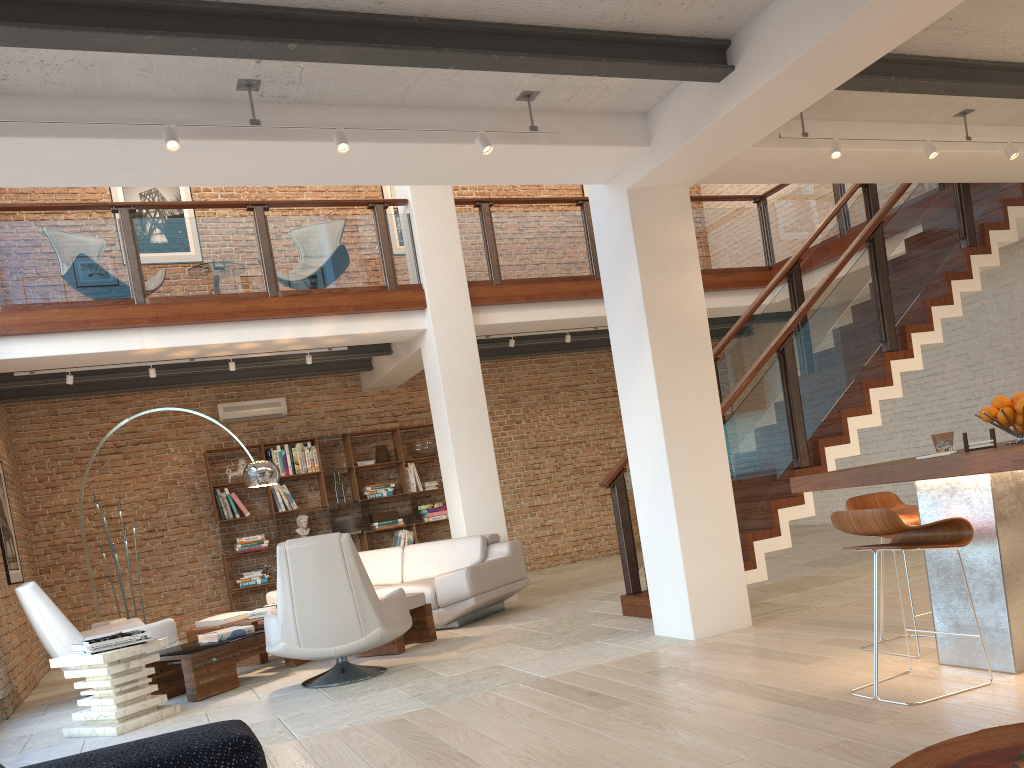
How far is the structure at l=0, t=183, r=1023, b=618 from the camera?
6.34m

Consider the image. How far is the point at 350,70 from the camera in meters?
4.2 m

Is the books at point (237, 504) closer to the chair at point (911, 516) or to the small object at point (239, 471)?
the small object at point (239, 471)

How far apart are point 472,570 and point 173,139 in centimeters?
440cm

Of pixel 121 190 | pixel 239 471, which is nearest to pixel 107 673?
pixel 239 471

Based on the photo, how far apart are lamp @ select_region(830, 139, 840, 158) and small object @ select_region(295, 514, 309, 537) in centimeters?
754cm

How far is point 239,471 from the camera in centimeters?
1048cm

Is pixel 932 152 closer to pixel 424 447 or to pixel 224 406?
pixel 424 447

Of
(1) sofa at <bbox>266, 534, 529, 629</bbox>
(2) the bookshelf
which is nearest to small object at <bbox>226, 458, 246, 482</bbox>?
(2) the bookshelf

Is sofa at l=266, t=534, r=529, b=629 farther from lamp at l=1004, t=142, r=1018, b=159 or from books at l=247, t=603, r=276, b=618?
lamp at l=1004, t=142, r=1018, b=159
